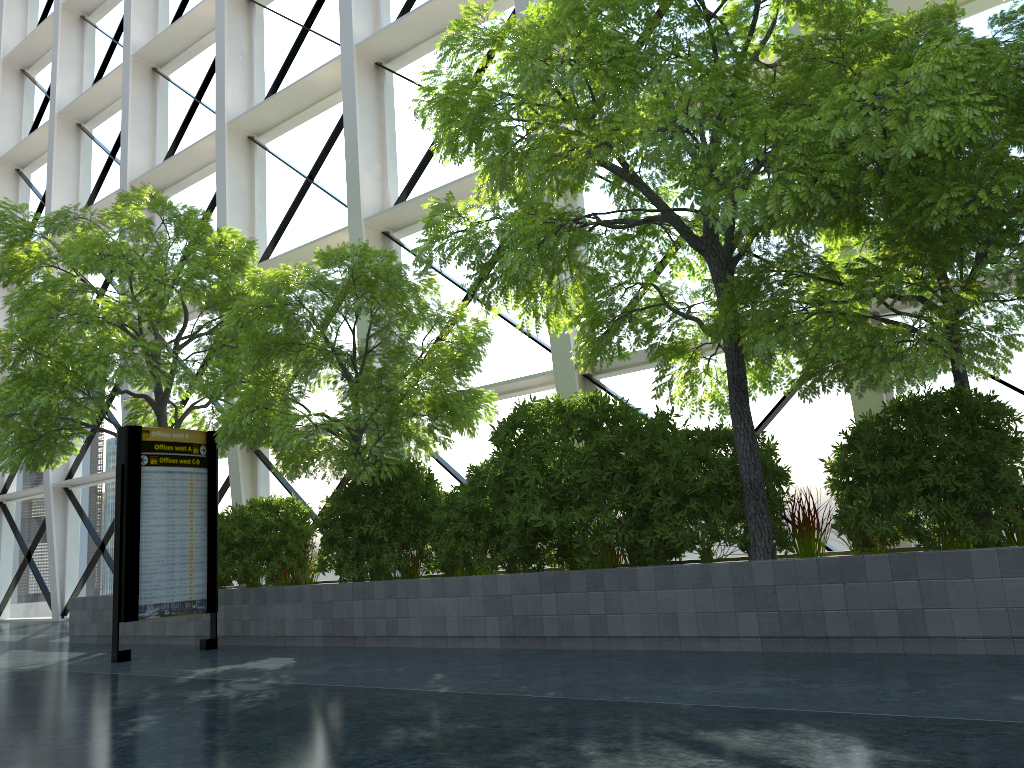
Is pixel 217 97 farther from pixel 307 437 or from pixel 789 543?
pixel 789 543
